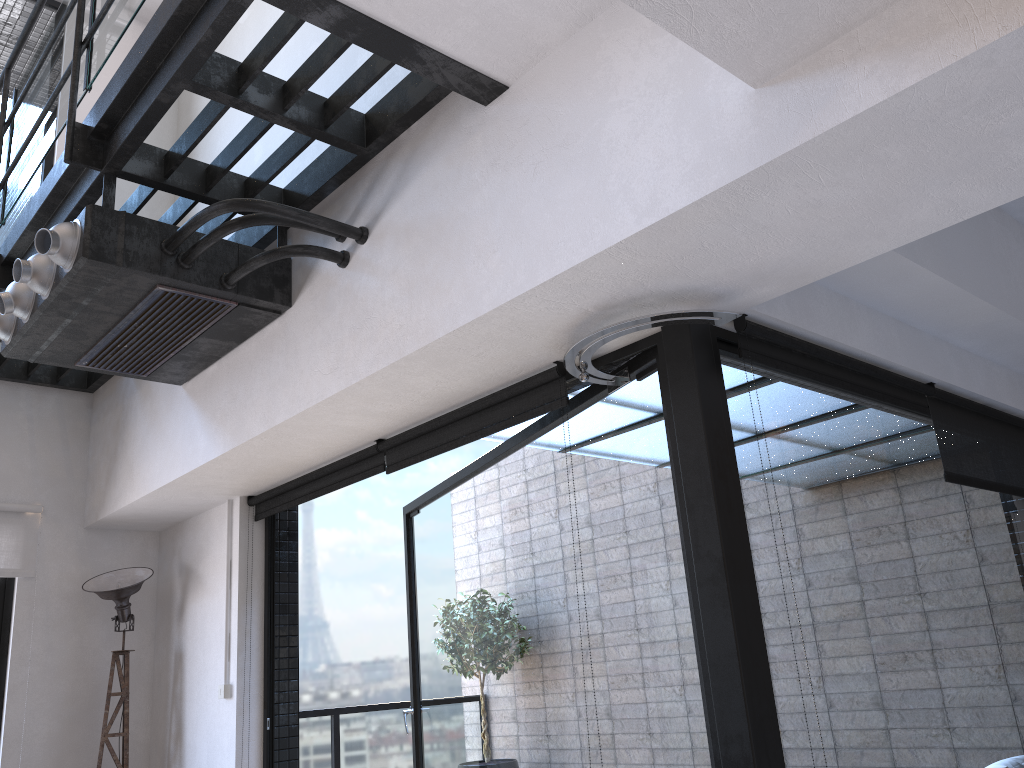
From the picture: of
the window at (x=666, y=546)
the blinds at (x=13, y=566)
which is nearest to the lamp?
the blinds at (x=13, y=566)

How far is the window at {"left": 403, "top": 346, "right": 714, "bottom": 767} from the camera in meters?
2.6

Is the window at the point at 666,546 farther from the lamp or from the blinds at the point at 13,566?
the blinds at the point at 13,566

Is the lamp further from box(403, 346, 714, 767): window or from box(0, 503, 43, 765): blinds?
box(403, 346, 714, 767): window

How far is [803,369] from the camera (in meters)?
2.73

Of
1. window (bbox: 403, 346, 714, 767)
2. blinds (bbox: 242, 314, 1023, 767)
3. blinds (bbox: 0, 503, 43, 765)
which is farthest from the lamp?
window (bbox: 403, 346, 714, 767)

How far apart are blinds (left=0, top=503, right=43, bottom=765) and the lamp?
0.3m

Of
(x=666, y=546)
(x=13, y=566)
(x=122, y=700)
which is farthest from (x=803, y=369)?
(x=13, y=566)

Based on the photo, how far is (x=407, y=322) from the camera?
2.6 meters

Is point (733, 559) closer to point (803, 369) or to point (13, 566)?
point (803, 369)
